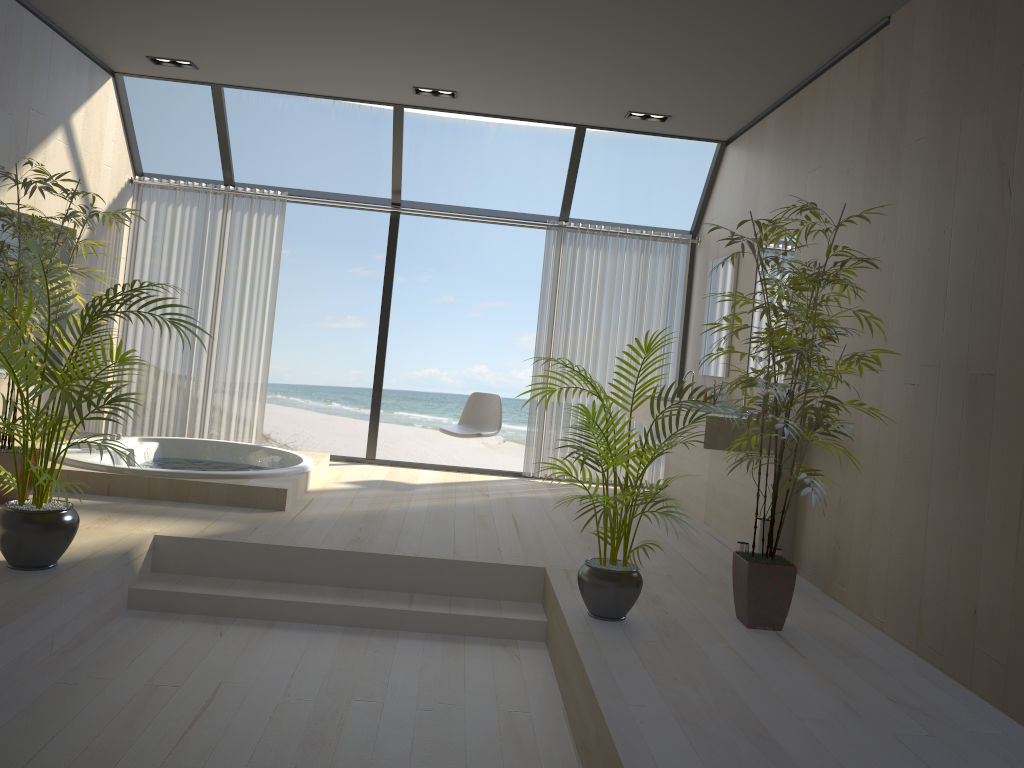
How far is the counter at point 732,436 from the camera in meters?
4.7 m

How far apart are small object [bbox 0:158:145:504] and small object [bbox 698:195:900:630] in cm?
327

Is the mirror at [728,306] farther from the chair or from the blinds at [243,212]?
the blinds at [243,212]

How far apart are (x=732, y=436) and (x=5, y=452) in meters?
3.7 m

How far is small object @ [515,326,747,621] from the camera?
3.43m

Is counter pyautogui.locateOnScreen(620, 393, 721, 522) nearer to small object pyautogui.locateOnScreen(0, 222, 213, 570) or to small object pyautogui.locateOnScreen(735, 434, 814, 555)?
small object pyautogui.locateOnScreen(735, 434, 814, 555)

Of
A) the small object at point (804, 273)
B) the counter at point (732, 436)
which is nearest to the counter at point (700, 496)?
the counter at point (732, 436)

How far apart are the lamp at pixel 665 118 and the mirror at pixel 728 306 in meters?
1.1

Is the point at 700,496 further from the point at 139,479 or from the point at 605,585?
the point at 139,479

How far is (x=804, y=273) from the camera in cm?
341
